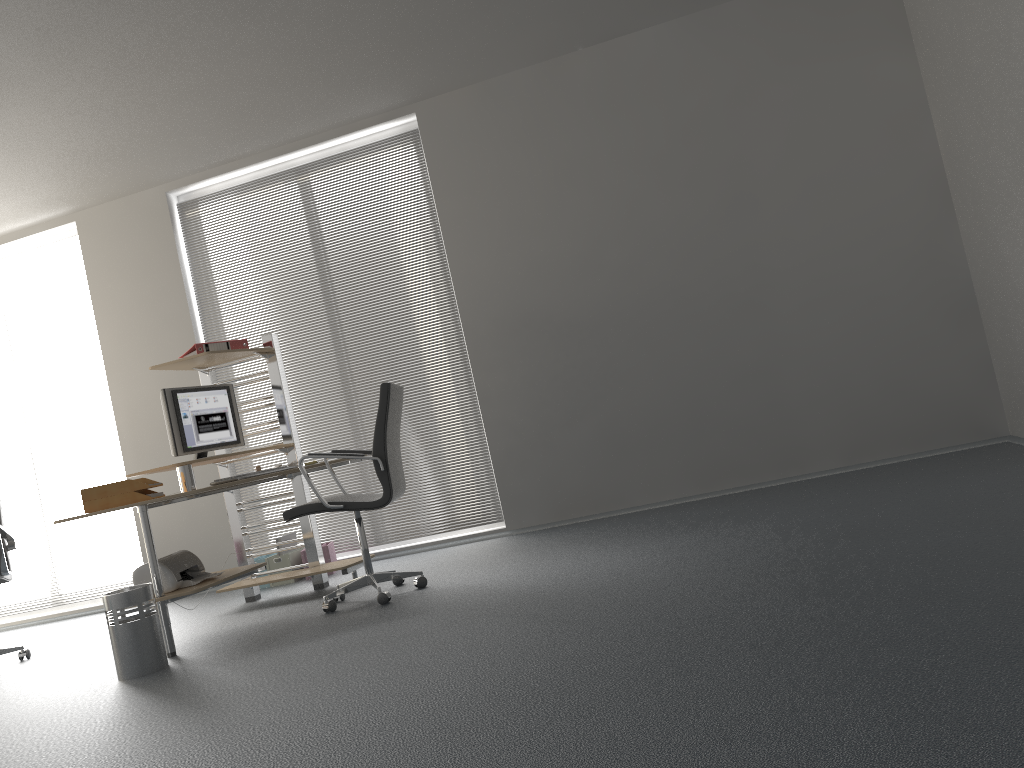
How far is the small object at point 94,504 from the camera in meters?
4.1

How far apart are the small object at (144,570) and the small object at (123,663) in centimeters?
21cm

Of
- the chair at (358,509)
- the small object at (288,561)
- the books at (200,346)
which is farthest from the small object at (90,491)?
the small object at (288,561)

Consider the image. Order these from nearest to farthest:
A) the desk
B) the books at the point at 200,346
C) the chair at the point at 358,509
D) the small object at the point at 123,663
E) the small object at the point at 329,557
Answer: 1. the small object at the point at 123,663
2. the desk
3. the chair at the point at 358,509
4. the books at the point at 200,346
5. the small object at the point at 329,557

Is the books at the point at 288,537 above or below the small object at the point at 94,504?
below

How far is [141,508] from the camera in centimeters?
413cm

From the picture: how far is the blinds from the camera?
6.07m

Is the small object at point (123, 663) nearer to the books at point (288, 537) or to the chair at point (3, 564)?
the chair at point (3, 564)

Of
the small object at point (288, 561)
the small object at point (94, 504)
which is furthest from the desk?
the small object at point (288, 561)

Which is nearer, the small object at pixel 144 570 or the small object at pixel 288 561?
the small object at pixel 144 570
